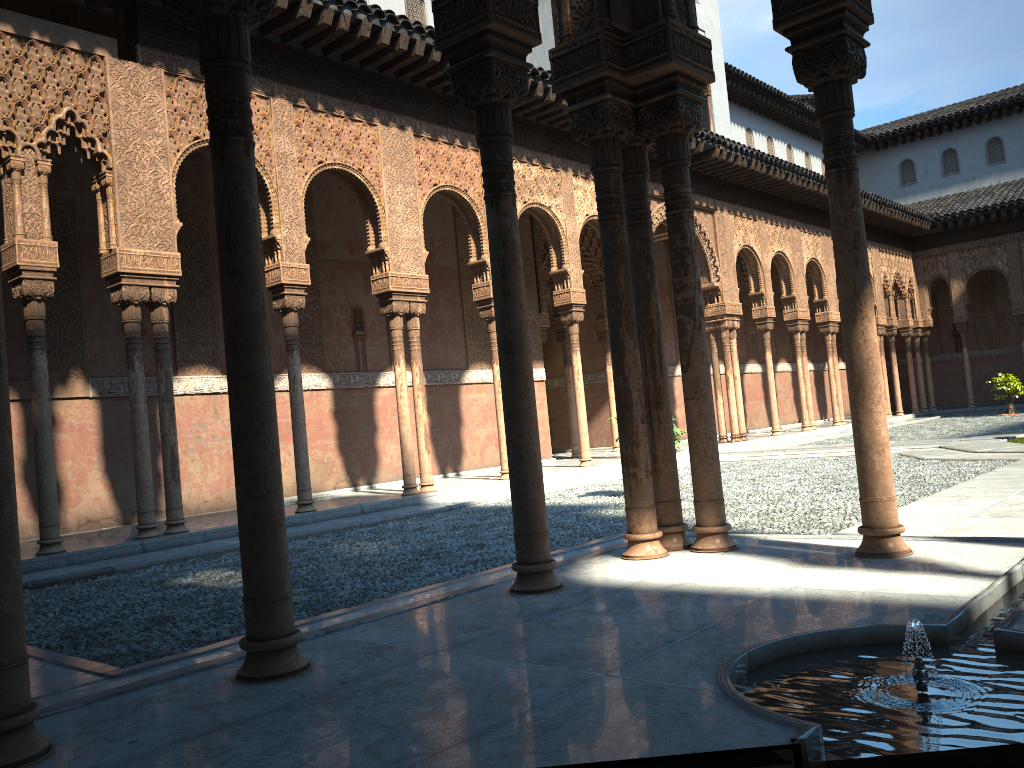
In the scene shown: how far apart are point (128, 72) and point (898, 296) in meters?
26.9 m
